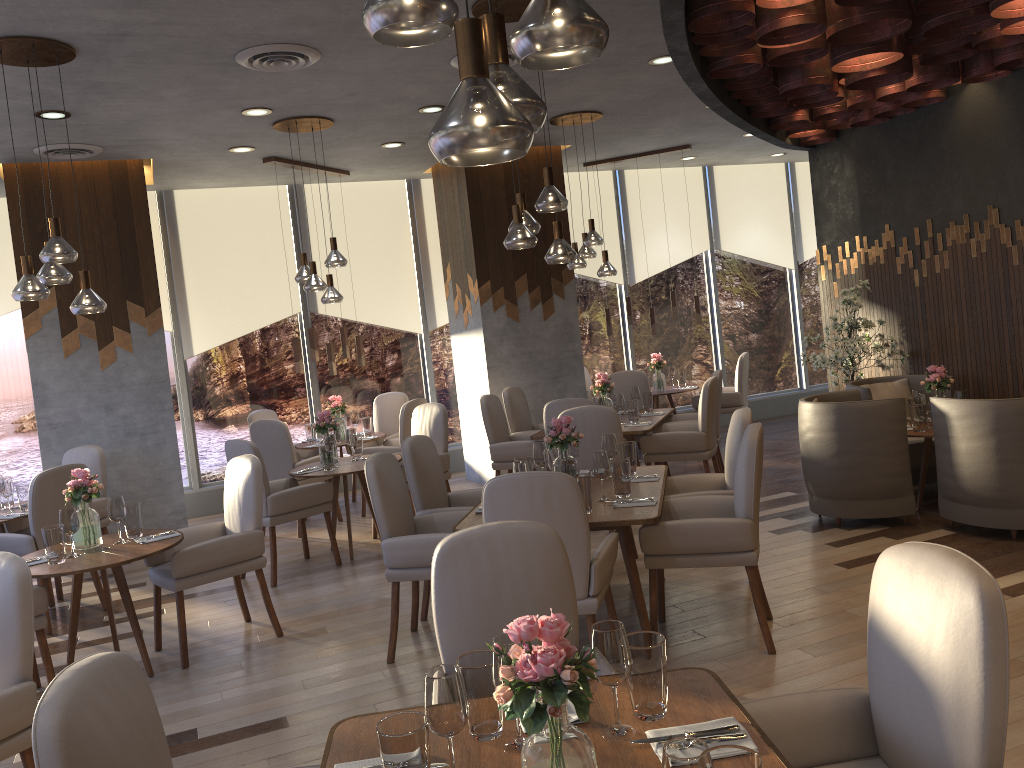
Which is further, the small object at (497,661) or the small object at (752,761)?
the small object at (497,661)

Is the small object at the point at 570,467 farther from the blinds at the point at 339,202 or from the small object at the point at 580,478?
the blinds at the point at 339,202

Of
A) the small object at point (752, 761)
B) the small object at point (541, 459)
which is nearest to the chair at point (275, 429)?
the small object at point (541, 459)

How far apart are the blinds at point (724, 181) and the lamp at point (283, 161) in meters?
4.7

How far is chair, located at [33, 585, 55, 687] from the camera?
4.16m

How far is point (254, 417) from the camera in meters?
8.4

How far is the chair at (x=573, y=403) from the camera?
6.30m

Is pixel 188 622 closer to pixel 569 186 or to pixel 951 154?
pixel 569 186

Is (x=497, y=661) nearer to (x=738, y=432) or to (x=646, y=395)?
(x=738, y=432)

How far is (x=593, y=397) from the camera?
7.7 meters
